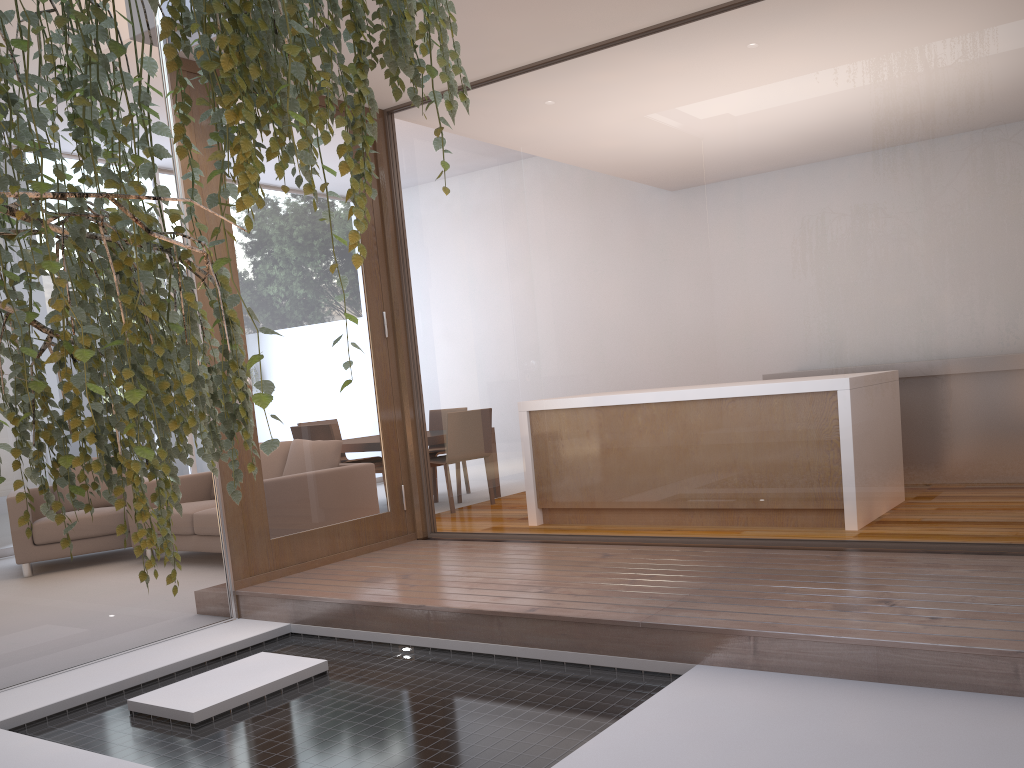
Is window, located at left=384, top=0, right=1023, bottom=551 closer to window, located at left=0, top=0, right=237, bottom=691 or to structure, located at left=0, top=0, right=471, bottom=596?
window, located at left=0, top=0, right=237, bottom=691

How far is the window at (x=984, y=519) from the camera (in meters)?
3.17

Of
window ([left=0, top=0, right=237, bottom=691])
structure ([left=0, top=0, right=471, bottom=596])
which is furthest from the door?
structure ([left=0, top=0, right=471, bottom=596])

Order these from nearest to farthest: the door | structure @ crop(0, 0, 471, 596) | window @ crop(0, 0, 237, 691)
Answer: structure @ crop(0, 0, 471, 596) → window @ crop(0, 0, 237, 691) → the door

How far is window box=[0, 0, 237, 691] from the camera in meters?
3.7

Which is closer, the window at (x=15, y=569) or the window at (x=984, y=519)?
the window at (x=984, y=519)

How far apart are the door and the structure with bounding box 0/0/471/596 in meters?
2.2 m

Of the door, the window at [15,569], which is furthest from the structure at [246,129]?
the door

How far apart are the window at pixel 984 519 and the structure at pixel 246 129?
2.3 meters

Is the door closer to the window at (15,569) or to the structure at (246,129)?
the window at (15,569)
